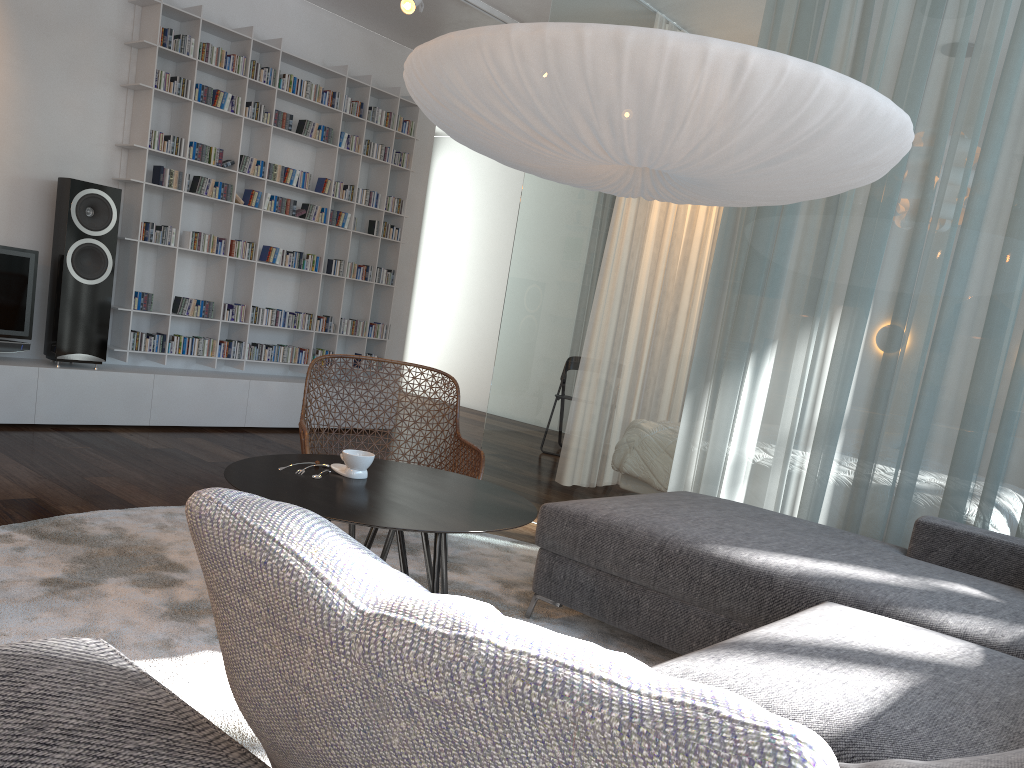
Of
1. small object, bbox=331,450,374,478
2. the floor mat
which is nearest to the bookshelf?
the floor mat

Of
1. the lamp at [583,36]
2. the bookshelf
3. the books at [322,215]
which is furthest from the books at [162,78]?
the lamp at [583,36]

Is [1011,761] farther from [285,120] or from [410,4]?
[285,120]

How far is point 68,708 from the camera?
0.6 meters

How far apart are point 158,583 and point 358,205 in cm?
408

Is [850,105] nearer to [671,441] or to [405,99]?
[671,441]

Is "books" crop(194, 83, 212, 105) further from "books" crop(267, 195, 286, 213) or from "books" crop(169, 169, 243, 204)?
"books" crop(267, 195, 286, 213)

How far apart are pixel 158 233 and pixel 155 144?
0.5m

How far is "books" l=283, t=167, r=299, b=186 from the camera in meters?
5.8

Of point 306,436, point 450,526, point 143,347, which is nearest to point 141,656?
point 450,526
